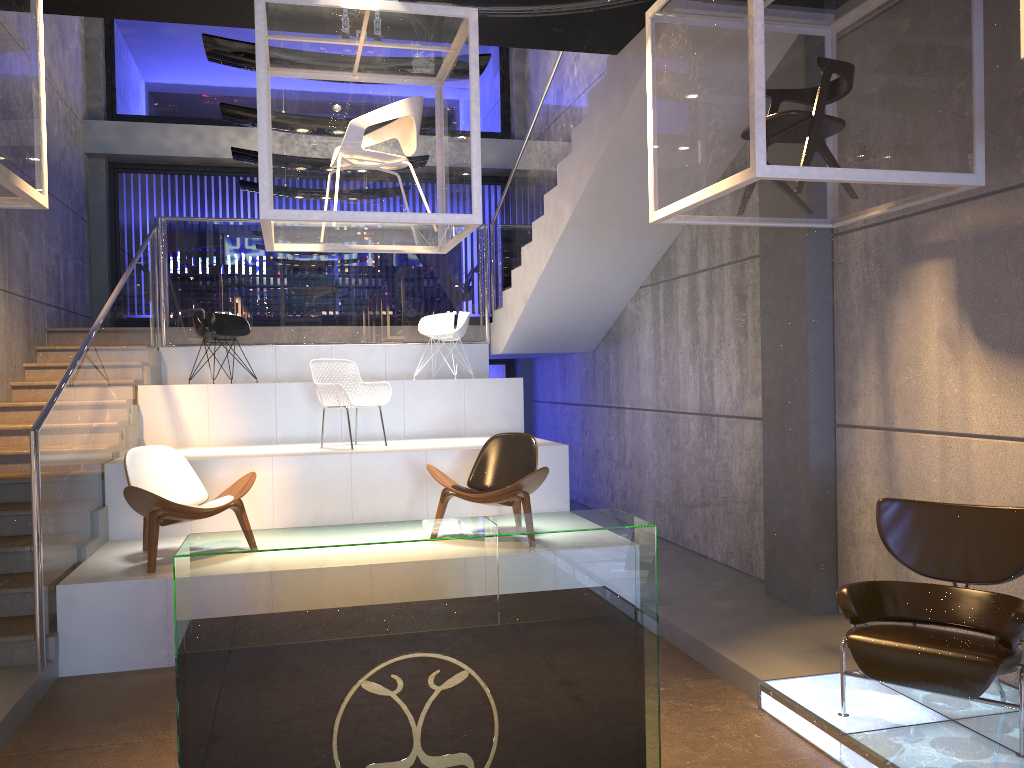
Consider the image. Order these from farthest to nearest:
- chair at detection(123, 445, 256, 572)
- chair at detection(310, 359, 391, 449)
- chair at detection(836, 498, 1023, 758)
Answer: chair at detection(310, 359, 391, 449) < chair at detection(123, 445, 256, 572) < chair at detection(836, 498, 1023, 758)

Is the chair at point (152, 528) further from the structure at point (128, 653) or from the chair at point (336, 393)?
the chair at point (336, 393)

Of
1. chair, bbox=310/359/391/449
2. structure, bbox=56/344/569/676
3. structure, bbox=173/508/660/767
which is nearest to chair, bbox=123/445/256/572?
structure, bbox=56/344/569/676

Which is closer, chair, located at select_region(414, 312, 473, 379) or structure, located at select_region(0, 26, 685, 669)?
structure, located at select_region(0, 26, 685, 669)

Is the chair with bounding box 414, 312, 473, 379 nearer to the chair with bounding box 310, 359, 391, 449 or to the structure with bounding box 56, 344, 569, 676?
the structure with bounding box 56, 344, 569, 676

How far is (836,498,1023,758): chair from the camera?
3.65m

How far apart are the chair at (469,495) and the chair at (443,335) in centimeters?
292cm

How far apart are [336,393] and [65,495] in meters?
2.5 m

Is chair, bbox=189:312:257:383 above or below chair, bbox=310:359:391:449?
above

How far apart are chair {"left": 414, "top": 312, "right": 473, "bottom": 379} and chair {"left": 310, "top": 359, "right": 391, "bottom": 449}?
1.75m
